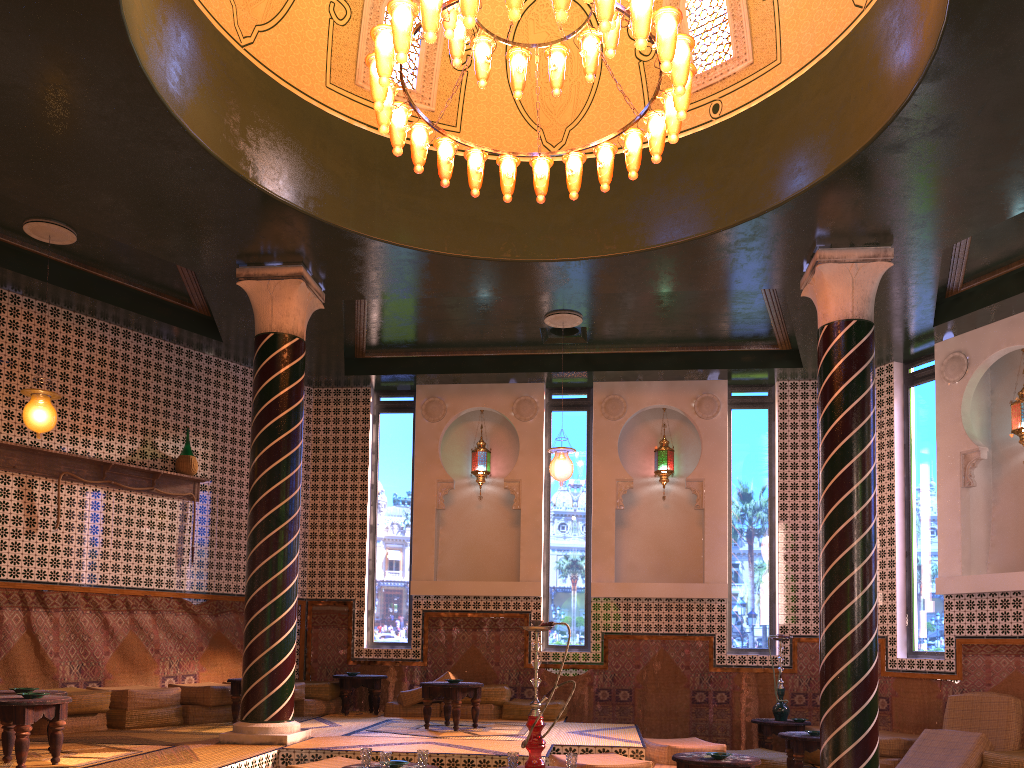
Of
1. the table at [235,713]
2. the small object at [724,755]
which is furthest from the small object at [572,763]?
the table at [235,713]

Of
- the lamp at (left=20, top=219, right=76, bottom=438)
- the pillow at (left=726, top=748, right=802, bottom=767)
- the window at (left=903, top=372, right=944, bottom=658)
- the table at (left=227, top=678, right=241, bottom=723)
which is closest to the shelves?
the lamp at (left=20, top=219, right=76, bottom=438)

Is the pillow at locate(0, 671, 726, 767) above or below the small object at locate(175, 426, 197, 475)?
below

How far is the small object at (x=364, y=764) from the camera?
6.7m

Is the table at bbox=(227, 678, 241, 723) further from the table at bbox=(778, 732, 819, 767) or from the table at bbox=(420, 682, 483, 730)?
the table at bbox=(778, 732, 819, 767)

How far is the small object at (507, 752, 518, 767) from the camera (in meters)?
6.63

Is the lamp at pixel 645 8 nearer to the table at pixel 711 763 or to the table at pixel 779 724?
the table at pixel 711 763

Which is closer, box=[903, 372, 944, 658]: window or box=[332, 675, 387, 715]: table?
box=[903, 372, 944, 658]: window

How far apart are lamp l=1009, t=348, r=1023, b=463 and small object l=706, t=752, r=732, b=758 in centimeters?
605cm

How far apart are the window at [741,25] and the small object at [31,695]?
6.7 meters
